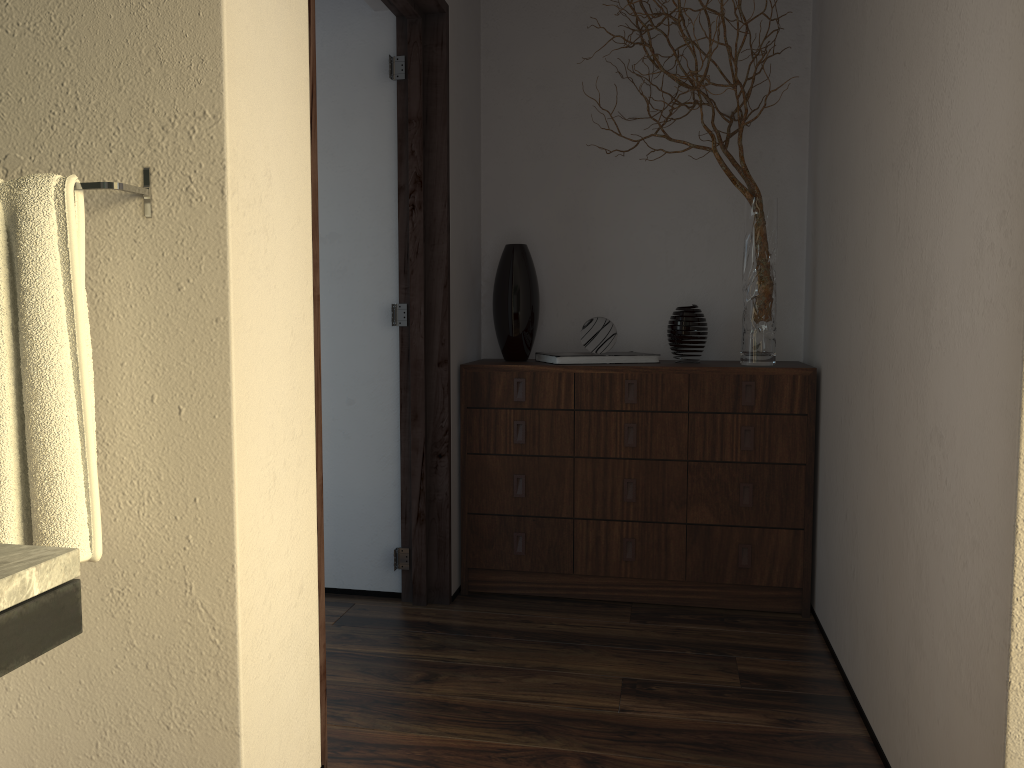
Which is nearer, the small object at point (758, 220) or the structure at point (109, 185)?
the structure at point (109, 185)

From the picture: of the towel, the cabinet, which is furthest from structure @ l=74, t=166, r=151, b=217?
the cabinet

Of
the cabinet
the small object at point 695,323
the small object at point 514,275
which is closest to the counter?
the cabinet

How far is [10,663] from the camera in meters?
0.9

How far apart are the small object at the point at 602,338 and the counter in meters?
2.3 m

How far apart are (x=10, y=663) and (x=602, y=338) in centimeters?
237cm

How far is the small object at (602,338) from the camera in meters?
3.1 m

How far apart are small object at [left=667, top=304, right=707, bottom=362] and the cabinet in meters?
0.1

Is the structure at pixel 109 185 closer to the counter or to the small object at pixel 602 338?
the counter

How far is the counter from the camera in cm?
90
